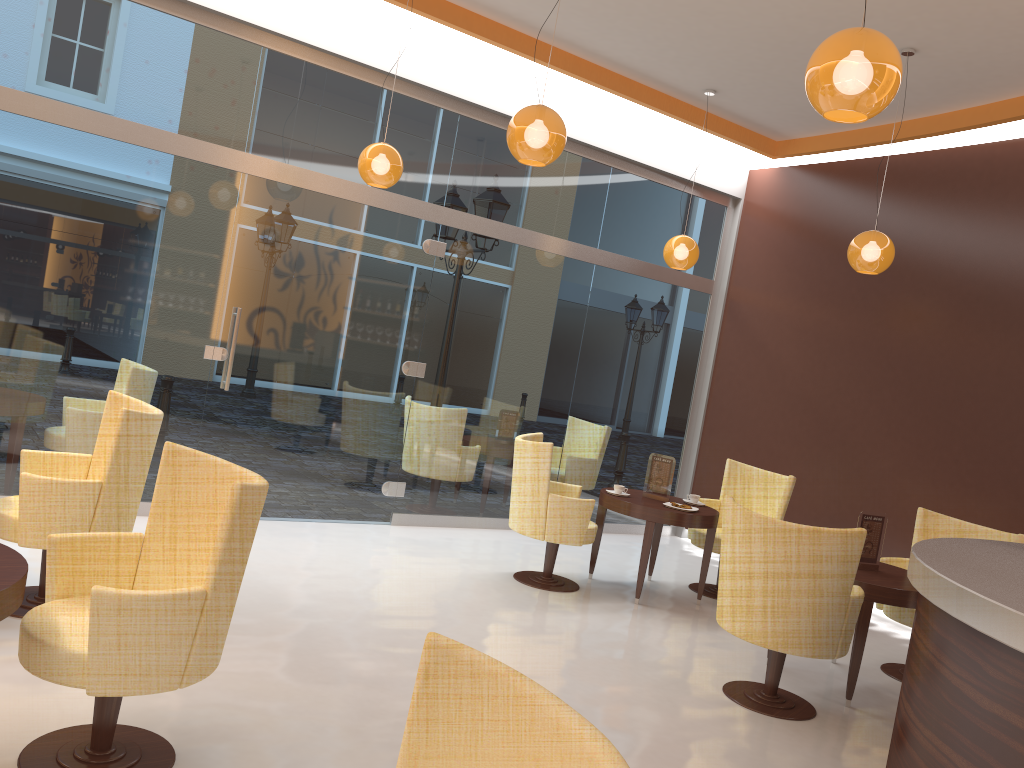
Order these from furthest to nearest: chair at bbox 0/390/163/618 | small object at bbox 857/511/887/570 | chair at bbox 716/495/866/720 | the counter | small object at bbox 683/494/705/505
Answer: small object at bbox 683/494/705/505 < small object at bbox 857/511/887/570 < chair at bbox 716/495/866/720 < chair at bbox 0/390/163/618 < the counter

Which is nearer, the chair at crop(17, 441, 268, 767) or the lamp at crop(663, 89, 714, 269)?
the chair at crop(17, 441, 268, 767)

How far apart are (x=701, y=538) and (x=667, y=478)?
0.6 meters

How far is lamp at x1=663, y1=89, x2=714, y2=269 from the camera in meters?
7.3

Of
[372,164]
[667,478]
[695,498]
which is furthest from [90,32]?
[695,498]

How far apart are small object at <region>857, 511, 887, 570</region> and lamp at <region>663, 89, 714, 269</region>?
2.9 meters

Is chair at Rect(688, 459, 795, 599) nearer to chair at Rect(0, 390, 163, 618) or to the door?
the door

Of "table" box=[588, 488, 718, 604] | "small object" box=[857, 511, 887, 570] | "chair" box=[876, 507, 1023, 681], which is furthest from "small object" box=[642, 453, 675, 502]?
"small object" box=[857, 511, 887, 570]

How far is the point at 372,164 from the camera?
5.7m

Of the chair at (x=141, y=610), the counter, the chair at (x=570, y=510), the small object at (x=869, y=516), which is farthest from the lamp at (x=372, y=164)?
the counter
